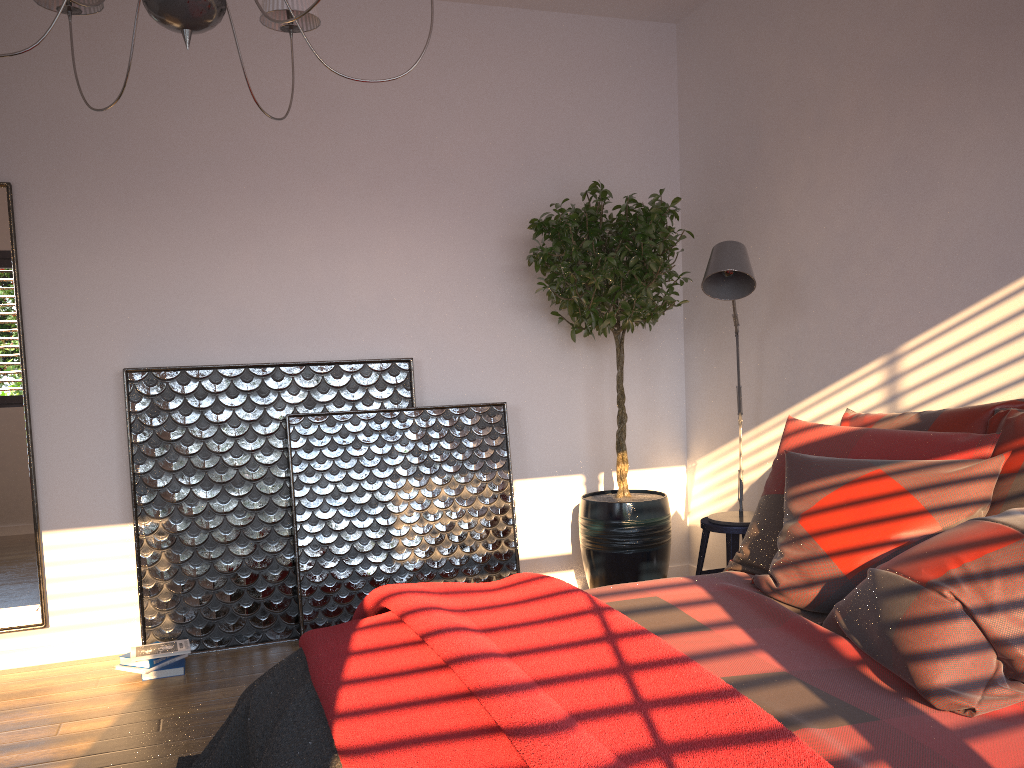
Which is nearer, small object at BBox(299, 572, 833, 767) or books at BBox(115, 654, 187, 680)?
small object at BBox(299, 572, 833, 767)

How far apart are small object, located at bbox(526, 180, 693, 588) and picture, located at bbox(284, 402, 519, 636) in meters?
0.3 m

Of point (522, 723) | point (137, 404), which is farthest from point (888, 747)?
point (137, 404)

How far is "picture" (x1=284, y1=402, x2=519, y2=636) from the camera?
3.9m

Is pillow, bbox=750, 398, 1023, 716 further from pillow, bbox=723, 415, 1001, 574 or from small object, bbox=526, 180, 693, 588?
small object, bbox=526, 180, 693, 588

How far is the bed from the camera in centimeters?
147cm

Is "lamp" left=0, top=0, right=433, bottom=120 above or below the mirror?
above

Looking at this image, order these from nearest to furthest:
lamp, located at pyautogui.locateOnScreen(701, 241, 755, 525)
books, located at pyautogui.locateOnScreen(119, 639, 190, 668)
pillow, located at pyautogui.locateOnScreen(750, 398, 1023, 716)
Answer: pillow, located at pyautogui.locateOnScreen(750, 398, 1023, 716), lamp, located at pyautogui.locateOnScreen(701, 241, 755, 525), books, located at pyautogui.locateOnScreen(119, 639, 190, 668)

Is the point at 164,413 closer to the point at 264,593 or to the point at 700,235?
the point at 264,593

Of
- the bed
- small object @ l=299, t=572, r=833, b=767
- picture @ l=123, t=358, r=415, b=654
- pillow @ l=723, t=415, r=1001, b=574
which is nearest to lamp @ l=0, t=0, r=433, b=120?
small object @ l=299, t=572, r=833, b=767
